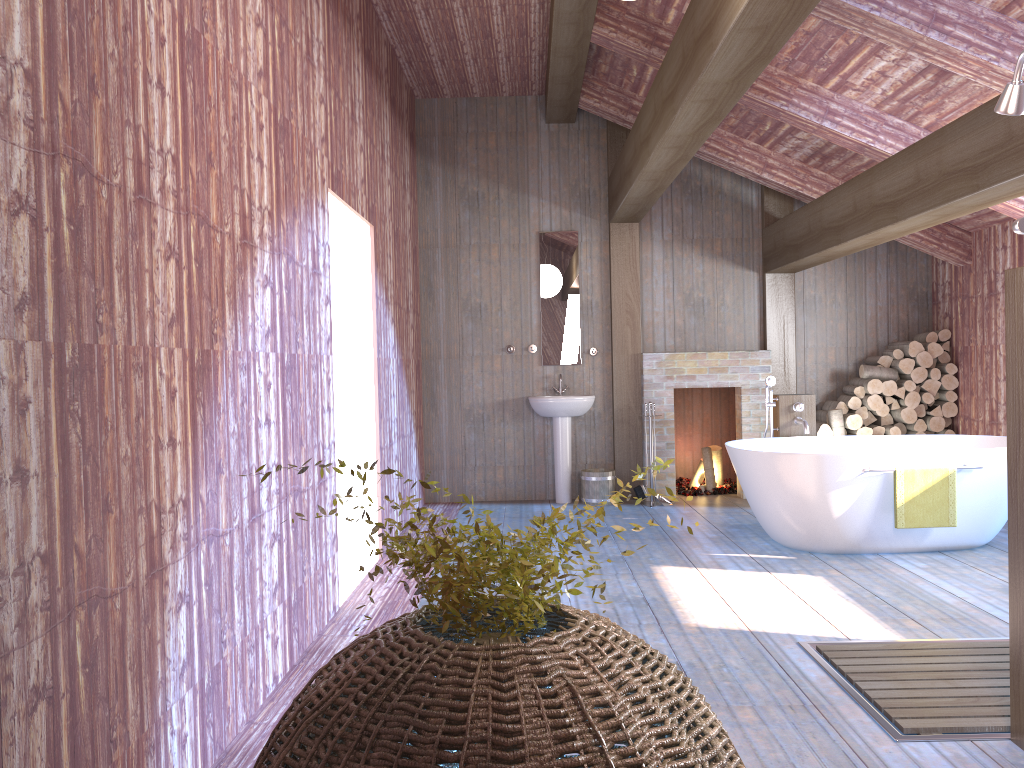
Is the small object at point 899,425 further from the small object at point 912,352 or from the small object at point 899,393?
the small object at point 912,352

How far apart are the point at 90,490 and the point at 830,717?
2.43m

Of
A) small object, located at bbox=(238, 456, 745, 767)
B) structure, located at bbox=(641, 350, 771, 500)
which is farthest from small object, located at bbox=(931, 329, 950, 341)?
small object, located at bbox=(238, 456, 745, 767)

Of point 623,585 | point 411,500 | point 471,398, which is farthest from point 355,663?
point 471,398

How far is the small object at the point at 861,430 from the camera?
7.5 meters

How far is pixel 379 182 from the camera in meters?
6.0 m

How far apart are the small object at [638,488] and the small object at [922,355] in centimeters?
255cm

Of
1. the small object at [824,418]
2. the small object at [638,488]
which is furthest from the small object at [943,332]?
the small object at [638,488]

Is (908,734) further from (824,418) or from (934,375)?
(934,375)

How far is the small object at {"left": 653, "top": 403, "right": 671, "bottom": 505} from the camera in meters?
7.6
